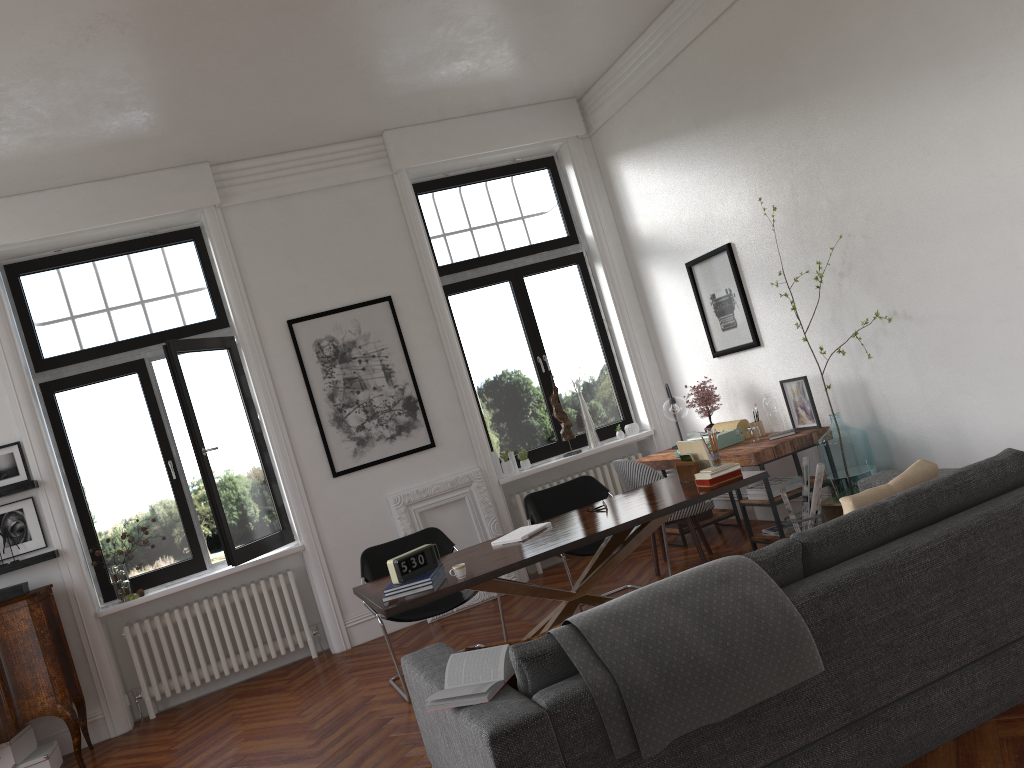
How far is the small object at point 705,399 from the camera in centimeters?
706cm

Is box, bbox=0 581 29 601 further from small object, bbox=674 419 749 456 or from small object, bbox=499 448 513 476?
small object, bbox=674 419 749 456

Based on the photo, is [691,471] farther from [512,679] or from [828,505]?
[512,679]

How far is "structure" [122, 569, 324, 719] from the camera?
6.66m

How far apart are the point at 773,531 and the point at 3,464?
5.5m

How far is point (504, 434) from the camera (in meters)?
7.94

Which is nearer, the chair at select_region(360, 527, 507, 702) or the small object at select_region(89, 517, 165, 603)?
the chair at select_region(360, 527, 507, 702)

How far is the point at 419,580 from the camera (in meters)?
4.32

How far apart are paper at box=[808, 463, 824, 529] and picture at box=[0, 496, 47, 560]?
5.35m

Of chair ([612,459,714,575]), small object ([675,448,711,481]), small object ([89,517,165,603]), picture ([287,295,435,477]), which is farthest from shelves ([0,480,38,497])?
small object ([675,448,711,481])
